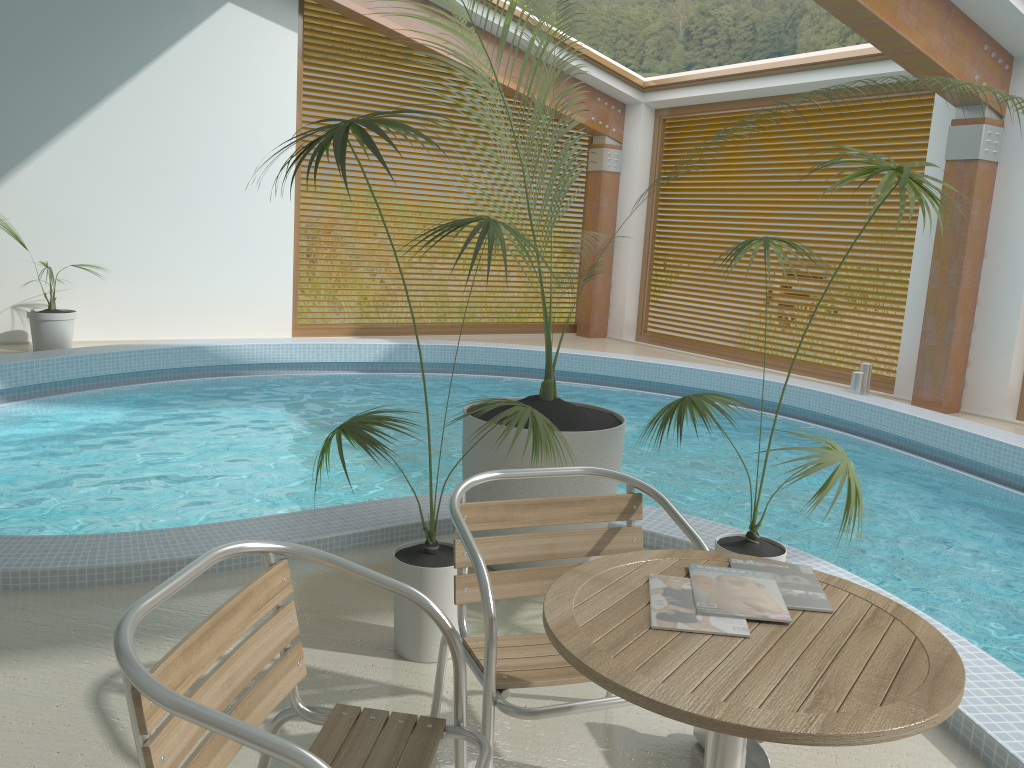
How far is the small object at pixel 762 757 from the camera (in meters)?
2.25

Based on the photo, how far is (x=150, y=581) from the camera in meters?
3.3

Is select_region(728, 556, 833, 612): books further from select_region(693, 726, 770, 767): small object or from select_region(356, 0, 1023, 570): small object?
select_region(356, 0, 1023, 570): small object

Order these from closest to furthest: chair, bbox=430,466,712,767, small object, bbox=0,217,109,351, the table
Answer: the table → chair, bbox=430,466,712,767 → small object, bbox=0,217,109,351

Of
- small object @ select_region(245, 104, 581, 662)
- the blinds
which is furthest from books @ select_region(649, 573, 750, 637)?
the blinds

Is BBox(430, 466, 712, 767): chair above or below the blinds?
below

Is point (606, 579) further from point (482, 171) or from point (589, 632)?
point (482, 171)

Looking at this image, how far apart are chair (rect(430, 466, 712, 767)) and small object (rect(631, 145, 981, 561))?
0.6m

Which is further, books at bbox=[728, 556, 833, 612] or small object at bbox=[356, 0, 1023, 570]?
small object at bbox=[356, 0, 1023, 570]

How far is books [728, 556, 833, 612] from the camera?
1.6 meters
